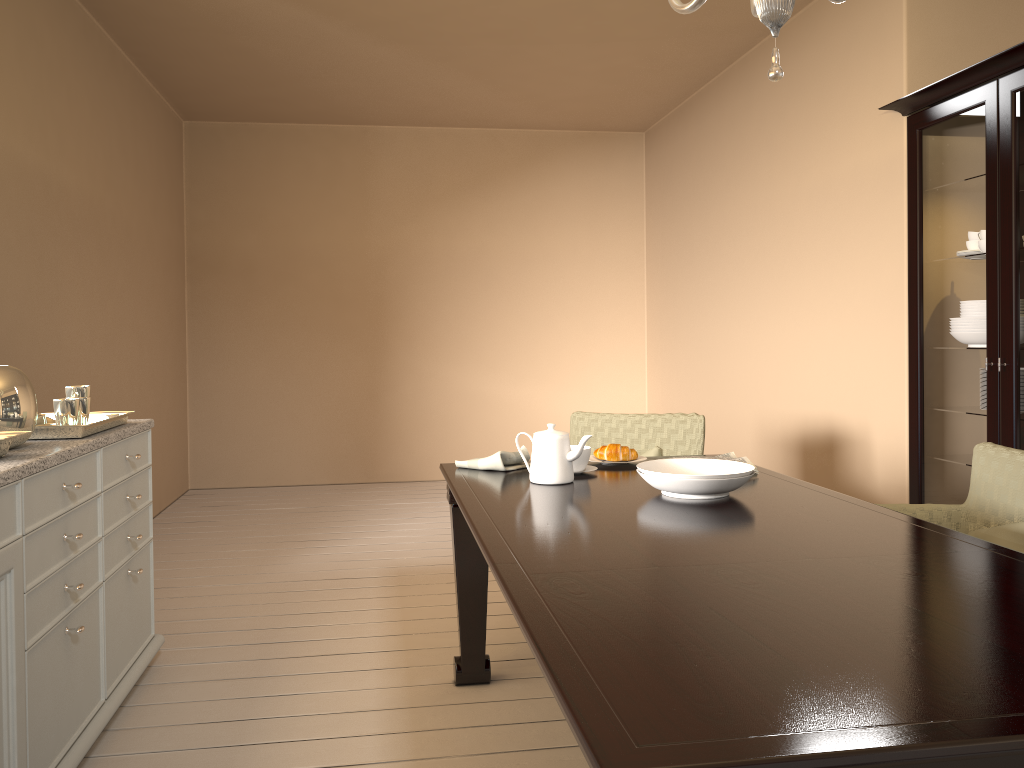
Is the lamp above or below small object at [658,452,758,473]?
above

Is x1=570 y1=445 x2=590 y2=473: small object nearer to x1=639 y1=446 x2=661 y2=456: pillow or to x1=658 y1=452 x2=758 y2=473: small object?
x1=658 y1=452 x2=758 y2=473: small object

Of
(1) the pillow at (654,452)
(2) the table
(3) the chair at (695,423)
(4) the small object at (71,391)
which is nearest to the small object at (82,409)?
(4) the small object at (71,391)

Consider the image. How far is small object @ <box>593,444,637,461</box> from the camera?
2.7m

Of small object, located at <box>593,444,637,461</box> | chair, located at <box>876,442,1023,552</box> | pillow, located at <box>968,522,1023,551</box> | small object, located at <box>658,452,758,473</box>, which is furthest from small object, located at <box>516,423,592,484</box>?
pillow, located at <box>968,522,1023,551</box>

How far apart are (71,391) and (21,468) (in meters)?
0.65

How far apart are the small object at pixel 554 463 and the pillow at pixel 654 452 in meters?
1.0 m

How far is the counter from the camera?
1.8m

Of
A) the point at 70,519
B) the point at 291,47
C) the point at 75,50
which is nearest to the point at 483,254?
the point at 291,47

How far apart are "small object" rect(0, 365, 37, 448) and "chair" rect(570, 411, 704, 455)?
2.0m
